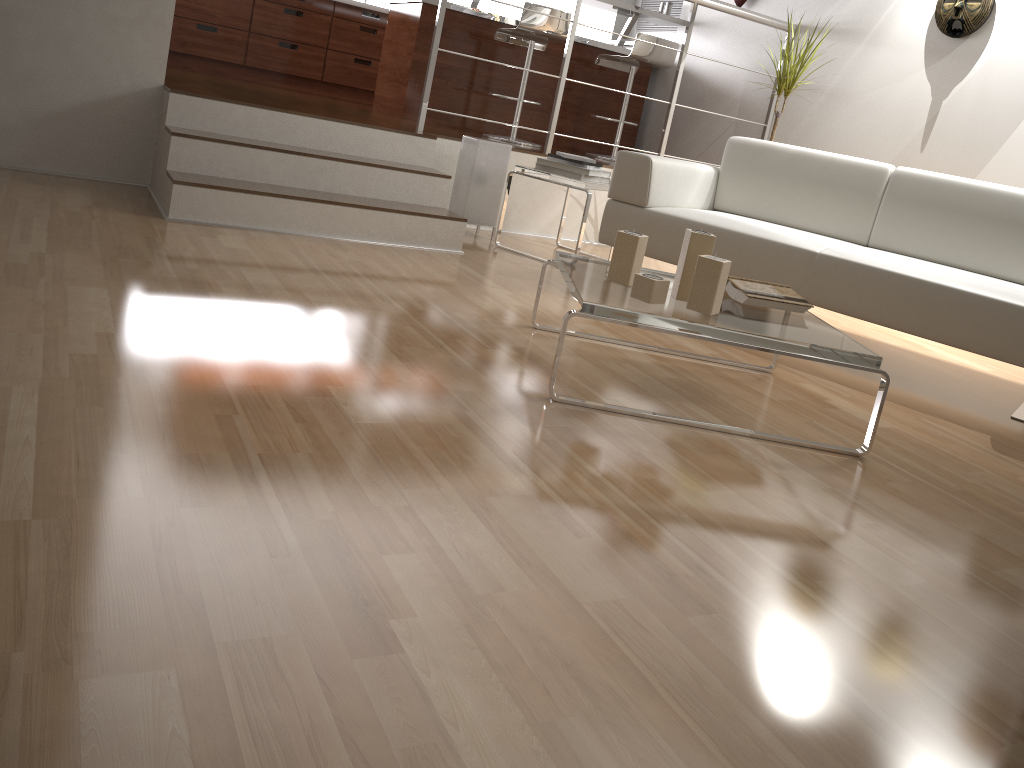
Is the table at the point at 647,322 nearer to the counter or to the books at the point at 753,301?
the books at the point at 753,301

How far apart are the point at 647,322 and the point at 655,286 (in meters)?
0.14

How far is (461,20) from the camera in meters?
5.5 m

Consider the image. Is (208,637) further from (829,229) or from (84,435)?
(829,229)

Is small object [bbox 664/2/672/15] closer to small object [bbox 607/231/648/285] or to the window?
the window

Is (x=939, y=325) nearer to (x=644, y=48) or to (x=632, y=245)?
(x=632, y=245)

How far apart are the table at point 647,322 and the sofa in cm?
40

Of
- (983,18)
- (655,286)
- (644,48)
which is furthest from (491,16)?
(655,286)

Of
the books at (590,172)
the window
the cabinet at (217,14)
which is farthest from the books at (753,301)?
the cabinet at (217,14)

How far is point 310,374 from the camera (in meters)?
1.92
